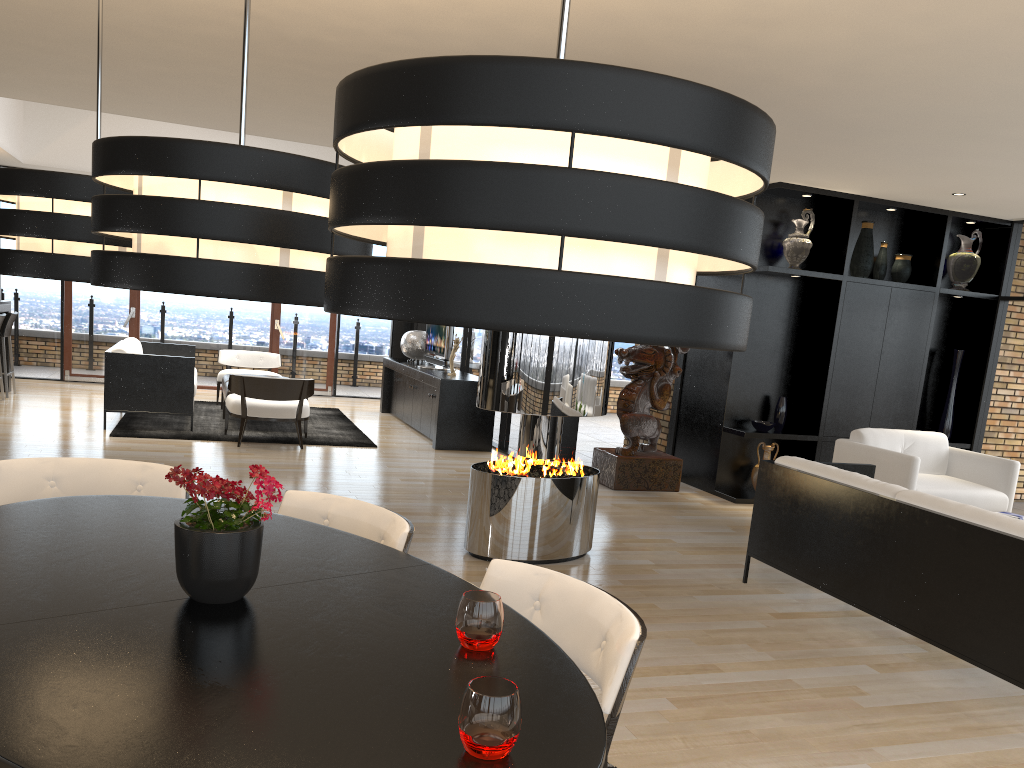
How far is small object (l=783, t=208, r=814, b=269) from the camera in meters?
7.7 m

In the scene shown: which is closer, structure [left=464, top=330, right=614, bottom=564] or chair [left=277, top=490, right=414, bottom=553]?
chair [left=277, top=490, right=414, bottom=553]

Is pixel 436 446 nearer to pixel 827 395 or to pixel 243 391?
pixel 243 391

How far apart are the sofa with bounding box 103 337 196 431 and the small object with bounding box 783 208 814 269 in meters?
5.7

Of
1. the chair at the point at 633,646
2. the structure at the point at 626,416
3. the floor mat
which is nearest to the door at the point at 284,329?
the floor mat

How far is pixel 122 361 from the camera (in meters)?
8.49

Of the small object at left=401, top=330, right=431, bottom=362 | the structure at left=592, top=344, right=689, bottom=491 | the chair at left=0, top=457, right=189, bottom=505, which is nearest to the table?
the chair at left=0, top=457, right=189, bottom=505

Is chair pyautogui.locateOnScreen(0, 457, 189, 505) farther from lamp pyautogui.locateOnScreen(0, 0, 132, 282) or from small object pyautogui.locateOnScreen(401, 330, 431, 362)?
small object pyautogui.locateOnScreen(401, 330, 431, 362)

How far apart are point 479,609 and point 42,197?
1.51m

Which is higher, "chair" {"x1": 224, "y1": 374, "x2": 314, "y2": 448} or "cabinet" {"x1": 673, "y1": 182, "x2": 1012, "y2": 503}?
"cabinet" {"x1": 673, "y1": 182, "x2": 1012, "y2": 503}
